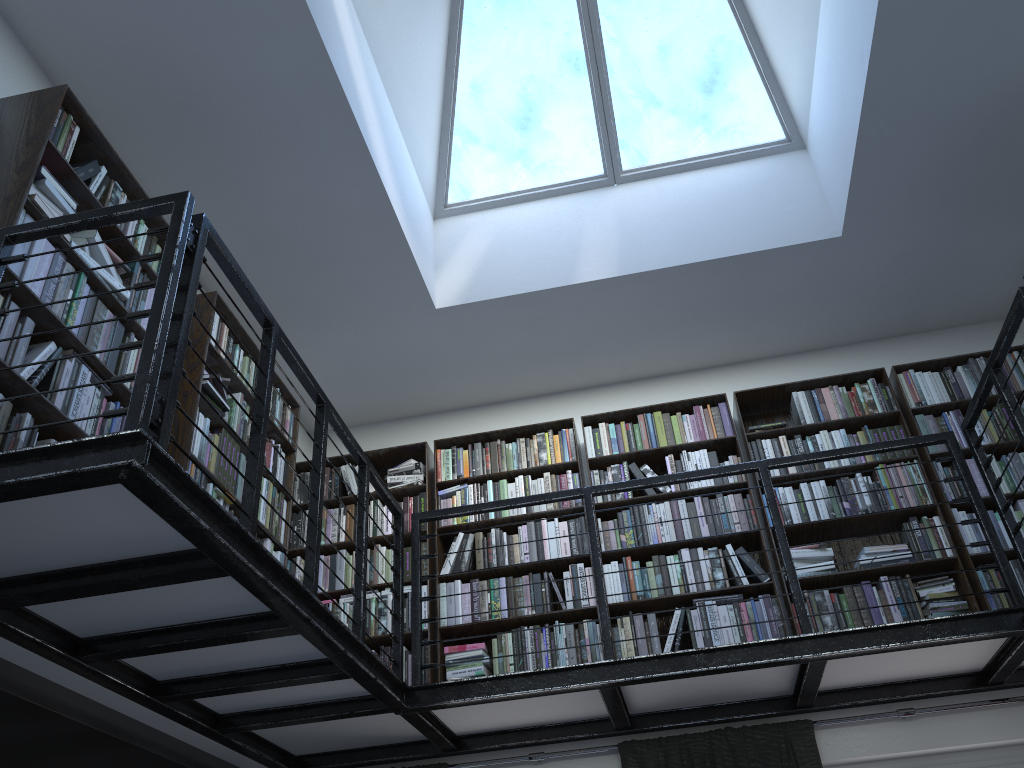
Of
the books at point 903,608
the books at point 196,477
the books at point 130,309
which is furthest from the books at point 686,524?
the books at point 196,477

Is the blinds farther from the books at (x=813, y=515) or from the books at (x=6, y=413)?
the books at (x=6, y=413)

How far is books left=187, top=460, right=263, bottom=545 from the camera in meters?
3.7

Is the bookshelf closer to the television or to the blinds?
the blinds

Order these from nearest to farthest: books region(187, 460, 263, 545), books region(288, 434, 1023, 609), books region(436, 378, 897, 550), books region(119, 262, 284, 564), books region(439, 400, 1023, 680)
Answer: books region(119, 262, 284, 564)
books region(187, 460, 263, 545)
books region(439, 400, 1023, 680)
books region(288, 434, 1023, 609)
books region(436, 378, 897, 550)

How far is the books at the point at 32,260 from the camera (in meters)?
2.84

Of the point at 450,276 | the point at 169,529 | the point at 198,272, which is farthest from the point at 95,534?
the point at 450,276

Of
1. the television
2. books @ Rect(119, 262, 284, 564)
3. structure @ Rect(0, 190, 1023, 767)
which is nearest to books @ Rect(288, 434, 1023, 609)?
structure @ Rect(0, 190, 1023, 767)

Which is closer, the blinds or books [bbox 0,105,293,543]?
books [bbox 0,105,293,543]

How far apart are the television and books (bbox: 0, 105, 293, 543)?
0.8 meters
